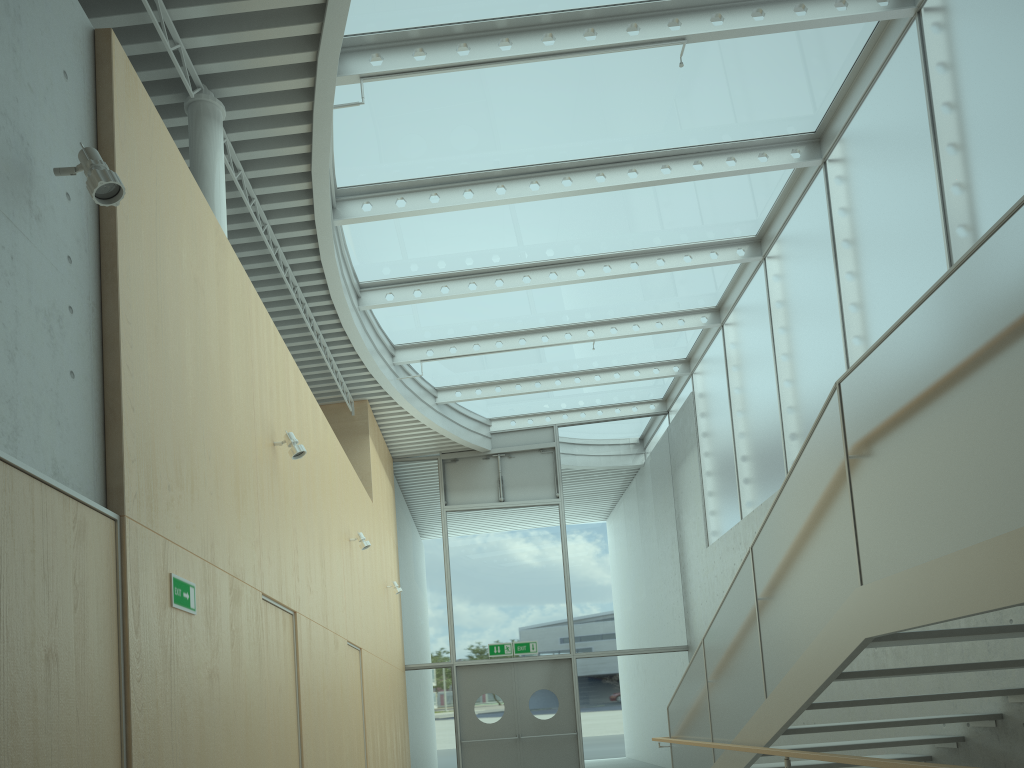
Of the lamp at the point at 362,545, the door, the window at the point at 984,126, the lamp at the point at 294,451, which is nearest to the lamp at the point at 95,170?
the lamp at the point at 294,451

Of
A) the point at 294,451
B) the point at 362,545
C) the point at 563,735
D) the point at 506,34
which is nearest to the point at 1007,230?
the point at 294,451

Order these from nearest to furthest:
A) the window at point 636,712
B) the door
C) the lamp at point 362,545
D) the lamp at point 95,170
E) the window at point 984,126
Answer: the lamp at point 95,170 → the window at point 984,126 → the lamp at point 362,545 → the door → the window at point 636,712

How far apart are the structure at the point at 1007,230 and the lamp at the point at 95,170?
3.20m

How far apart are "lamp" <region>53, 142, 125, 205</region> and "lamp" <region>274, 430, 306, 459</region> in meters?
2.9

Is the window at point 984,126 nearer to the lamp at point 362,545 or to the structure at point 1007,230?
the structure at point 1007,230

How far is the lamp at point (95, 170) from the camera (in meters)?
3.16

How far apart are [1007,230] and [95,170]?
3.29m

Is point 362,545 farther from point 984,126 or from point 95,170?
point 984,126

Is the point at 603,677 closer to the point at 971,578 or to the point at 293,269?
the point at 293,269
